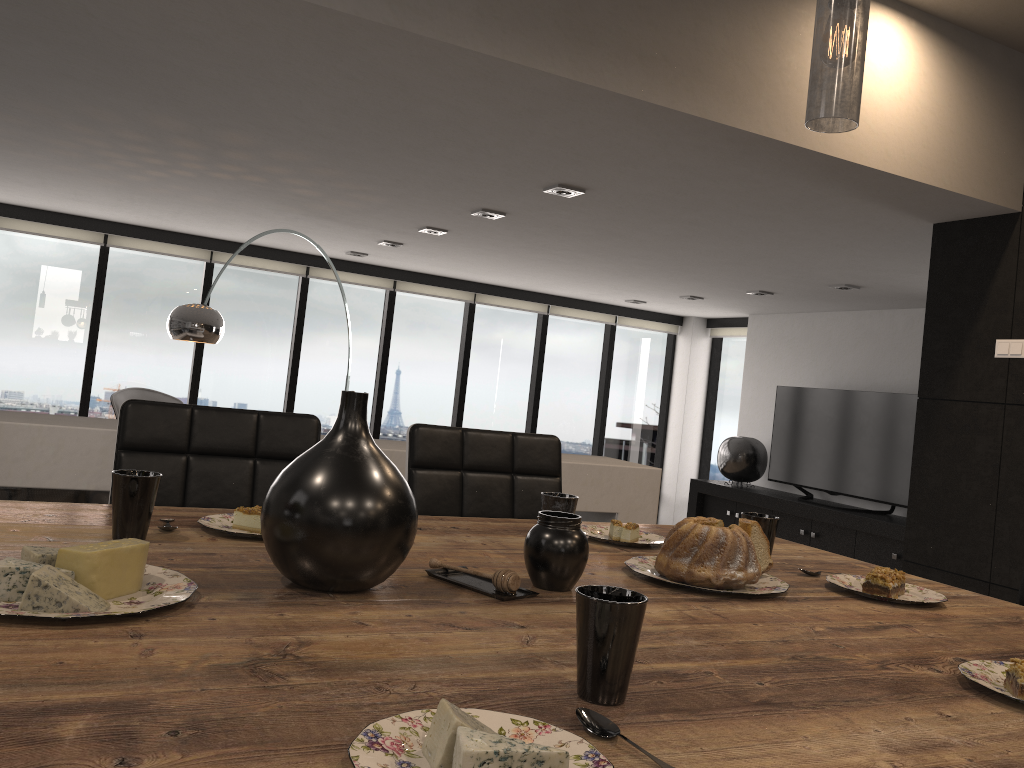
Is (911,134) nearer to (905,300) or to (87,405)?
(905,300)

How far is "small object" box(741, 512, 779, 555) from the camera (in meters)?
1.55

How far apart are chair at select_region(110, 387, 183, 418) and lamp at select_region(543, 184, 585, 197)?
4.1 meters

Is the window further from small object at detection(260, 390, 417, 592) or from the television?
small object at detection(260, 390, 417, 592)

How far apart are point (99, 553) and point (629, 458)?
9.19m

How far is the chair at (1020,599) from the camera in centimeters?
187cm

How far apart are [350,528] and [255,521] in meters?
0.4

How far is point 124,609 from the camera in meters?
0.9

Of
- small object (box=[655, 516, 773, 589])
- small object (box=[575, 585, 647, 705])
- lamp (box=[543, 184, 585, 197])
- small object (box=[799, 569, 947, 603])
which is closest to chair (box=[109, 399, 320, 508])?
small object (box=[655, 516, 773, 589])

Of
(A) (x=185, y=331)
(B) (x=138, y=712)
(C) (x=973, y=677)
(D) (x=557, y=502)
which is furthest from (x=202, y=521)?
(A) (x=185, y=331)
